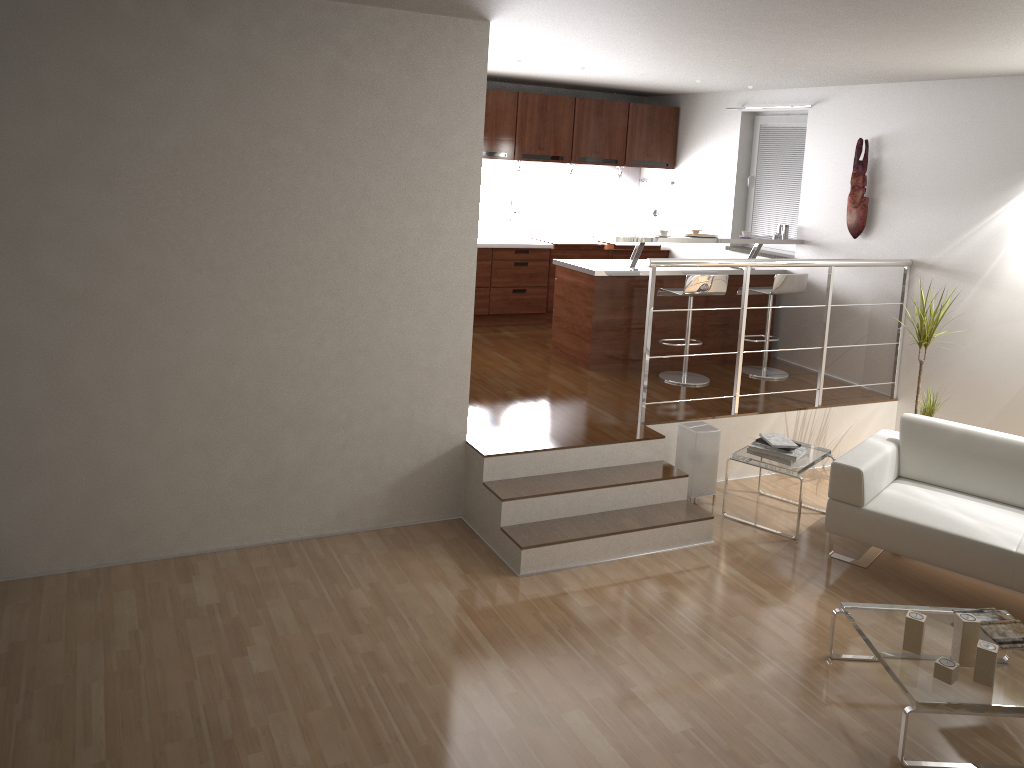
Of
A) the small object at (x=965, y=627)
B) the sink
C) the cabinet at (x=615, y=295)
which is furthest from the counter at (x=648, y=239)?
the small object at (x=965, y=627)

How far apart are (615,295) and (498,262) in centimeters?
171cm

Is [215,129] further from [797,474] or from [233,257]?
[797,474]

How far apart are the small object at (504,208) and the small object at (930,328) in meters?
4.1

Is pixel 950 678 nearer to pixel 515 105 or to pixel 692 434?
pixel 692 434

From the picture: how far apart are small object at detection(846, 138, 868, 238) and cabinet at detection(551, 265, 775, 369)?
0.87m

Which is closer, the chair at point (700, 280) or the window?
the chair at point (700, 280)

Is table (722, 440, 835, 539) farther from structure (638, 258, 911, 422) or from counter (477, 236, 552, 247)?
counter (477, 236, 552, 247)

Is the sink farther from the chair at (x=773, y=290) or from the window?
the chair at (x=773, y=290)

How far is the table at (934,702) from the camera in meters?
3.3 m
